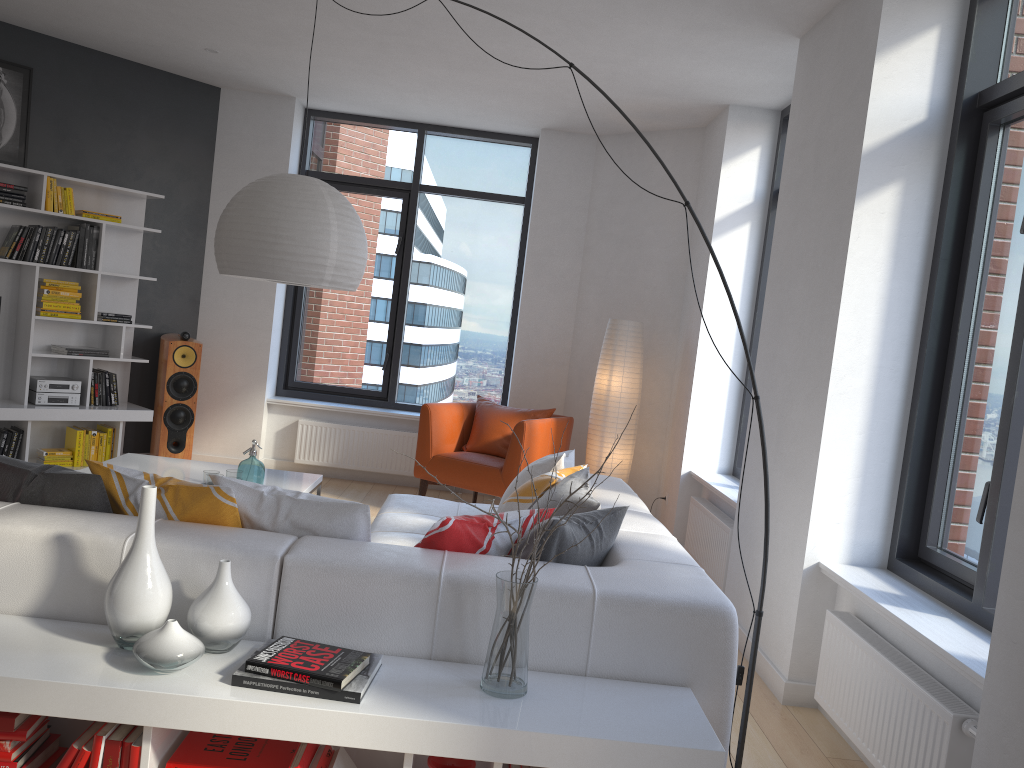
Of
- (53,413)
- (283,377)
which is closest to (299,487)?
(53,413)

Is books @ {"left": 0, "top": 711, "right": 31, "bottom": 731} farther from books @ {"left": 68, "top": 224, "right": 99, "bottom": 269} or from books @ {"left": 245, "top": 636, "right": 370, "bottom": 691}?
books @ {"left": 68, "top": 224, "right": 99, "bottom": 269}

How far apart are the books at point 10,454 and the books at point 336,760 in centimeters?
468cm

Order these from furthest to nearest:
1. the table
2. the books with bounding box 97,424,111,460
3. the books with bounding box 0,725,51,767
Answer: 1. the books with bounding box 97,424,111,460
2. the table
3. the books with bounding box 0,725,51,767

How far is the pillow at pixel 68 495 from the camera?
2.6m

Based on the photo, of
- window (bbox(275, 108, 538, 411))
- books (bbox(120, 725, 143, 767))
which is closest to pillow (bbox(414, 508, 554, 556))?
books (bbox(120, 725, 143, 767))

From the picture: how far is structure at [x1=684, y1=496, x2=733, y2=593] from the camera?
4.87m

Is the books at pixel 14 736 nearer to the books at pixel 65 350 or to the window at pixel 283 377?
the books at pixel 65 350

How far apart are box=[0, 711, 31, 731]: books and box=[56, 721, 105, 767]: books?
0.1 meters

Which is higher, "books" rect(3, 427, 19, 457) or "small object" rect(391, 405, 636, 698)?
"small object" rect(391, 405, 636, 698)
